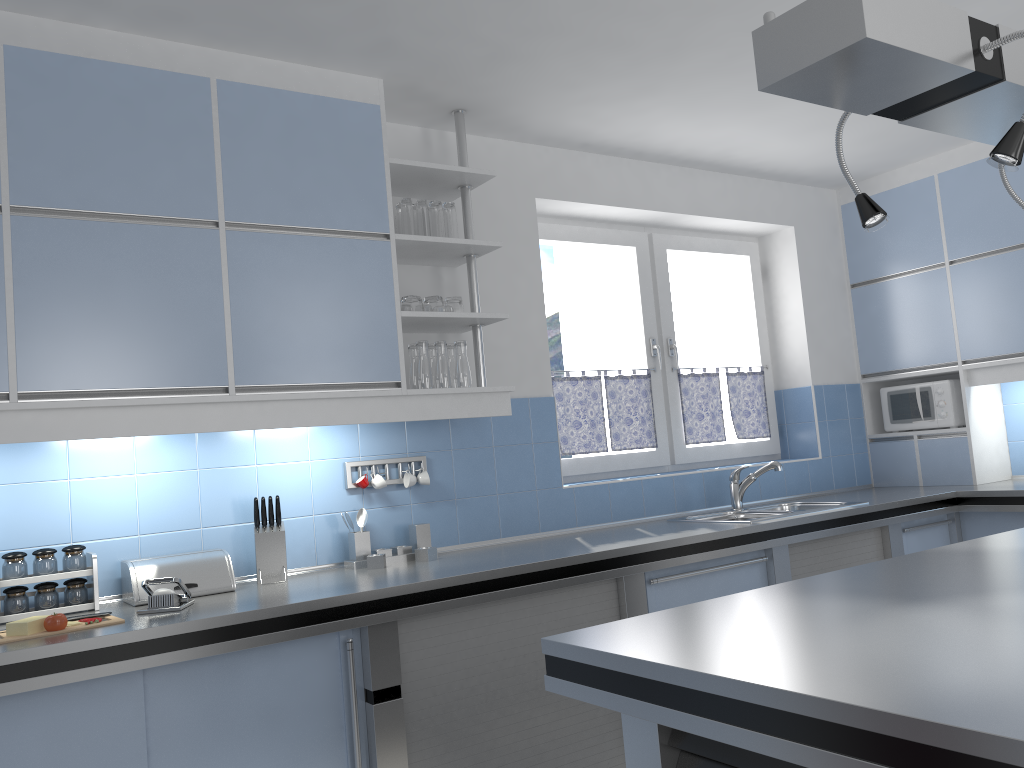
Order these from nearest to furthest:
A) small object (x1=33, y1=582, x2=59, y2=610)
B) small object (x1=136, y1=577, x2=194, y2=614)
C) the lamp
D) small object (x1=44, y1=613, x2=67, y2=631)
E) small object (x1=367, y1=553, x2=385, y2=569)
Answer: the lamp, small object (x1=44, y1=613, x2=67, y2=631), small object (x1=136, y1=577, x2=194, y2=614), small object (x1=33, y1=582, x2=59, y2=610), small object (x1=367, y1=553, x2=385, y2=569)

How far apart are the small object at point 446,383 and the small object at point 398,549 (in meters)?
0.62

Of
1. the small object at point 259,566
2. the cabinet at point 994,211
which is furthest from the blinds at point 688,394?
the small object at point 259,566

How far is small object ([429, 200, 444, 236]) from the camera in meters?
3.4 m

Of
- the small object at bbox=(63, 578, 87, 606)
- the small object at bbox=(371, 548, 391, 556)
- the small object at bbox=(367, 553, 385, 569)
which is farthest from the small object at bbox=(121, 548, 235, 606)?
the small object at bbox=(371, 548, 391, 556)

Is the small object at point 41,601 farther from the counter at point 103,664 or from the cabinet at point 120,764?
the cabinet at point 120,764

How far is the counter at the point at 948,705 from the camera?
1.1 meters

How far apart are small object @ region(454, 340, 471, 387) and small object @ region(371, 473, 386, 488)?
0.46m

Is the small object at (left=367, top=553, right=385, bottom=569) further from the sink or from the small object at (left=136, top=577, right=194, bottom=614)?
the sink

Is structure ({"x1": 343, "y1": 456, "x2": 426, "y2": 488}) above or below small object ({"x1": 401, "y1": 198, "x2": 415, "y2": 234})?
below
